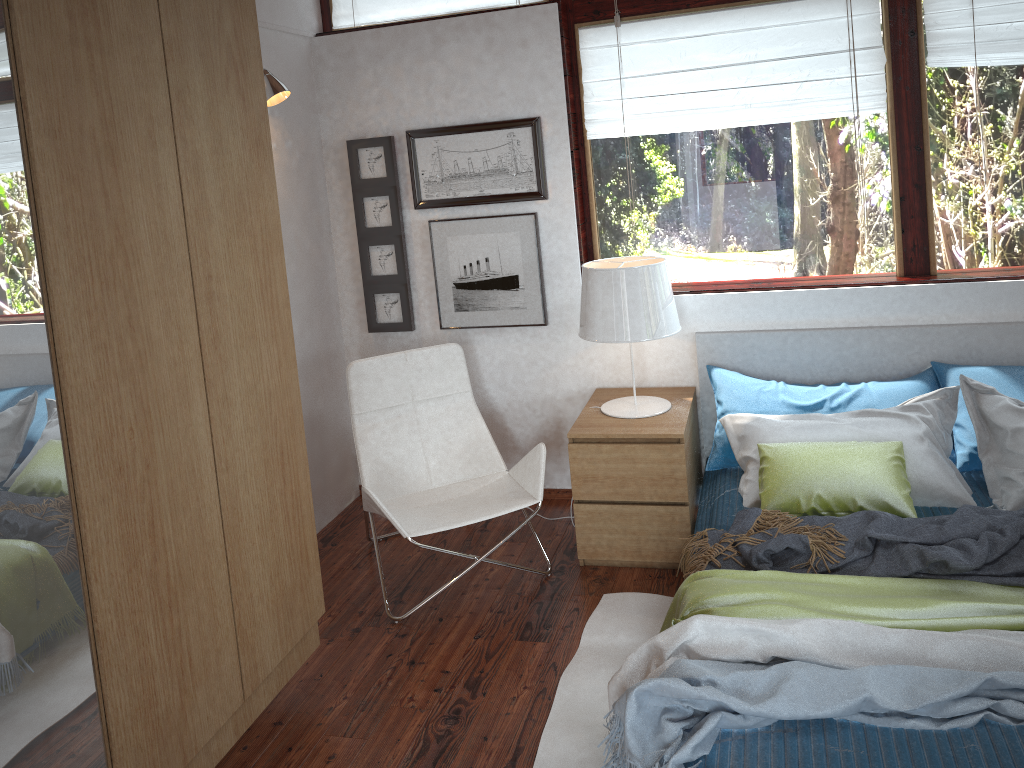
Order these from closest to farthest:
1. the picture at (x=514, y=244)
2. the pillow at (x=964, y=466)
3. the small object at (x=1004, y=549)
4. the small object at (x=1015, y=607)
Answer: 1. the small object at (x=1015, y=607)
2. the small object at (x=1004, y=549)
3. the pillow at (x=964, y=466)
4. the picture at (x=514, y=244)

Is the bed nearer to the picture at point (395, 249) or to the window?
the window

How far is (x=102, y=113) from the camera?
1.8 meters

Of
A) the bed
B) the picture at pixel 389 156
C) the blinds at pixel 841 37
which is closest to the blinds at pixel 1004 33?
the blinds at pixel 841 37

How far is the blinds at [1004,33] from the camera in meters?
3.2 m

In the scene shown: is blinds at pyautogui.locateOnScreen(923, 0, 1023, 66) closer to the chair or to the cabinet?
the chair

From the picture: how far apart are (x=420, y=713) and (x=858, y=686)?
1.3m

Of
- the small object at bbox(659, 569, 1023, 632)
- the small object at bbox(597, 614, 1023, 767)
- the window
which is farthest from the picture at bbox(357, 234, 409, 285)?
the small object at bbox(597, 614, 1023, 767)

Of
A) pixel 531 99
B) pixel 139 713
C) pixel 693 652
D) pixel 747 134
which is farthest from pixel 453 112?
pixel 139 713

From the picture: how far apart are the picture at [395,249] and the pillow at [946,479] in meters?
1.5
